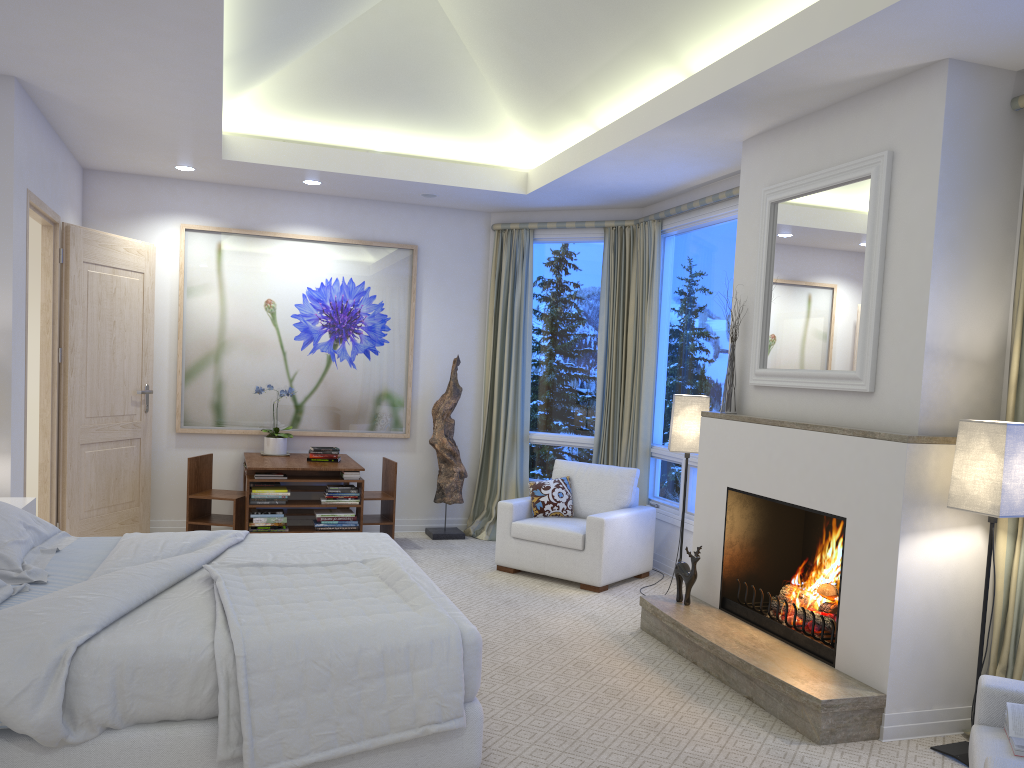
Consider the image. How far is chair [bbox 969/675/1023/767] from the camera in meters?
2.3 m

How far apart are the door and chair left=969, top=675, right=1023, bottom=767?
4.6 meters

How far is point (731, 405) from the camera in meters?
4.4 m

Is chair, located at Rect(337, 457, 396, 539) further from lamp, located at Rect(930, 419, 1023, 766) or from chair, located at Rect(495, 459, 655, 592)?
lamp, located at Rect(930, 419, 1023, 766)

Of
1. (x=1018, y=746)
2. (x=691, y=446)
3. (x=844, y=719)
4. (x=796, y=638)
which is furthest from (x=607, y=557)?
(x=1018, y=746)

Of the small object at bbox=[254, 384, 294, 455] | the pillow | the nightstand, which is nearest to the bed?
the nightstand

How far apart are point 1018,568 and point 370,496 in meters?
4.1 m

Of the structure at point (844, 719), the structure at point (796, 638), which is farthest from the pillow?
the structure at point (796, 638)

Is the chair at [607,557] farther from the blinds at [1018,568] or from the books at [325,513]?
the blinds at [1018,568]

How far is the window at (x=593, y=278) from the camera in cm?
667
